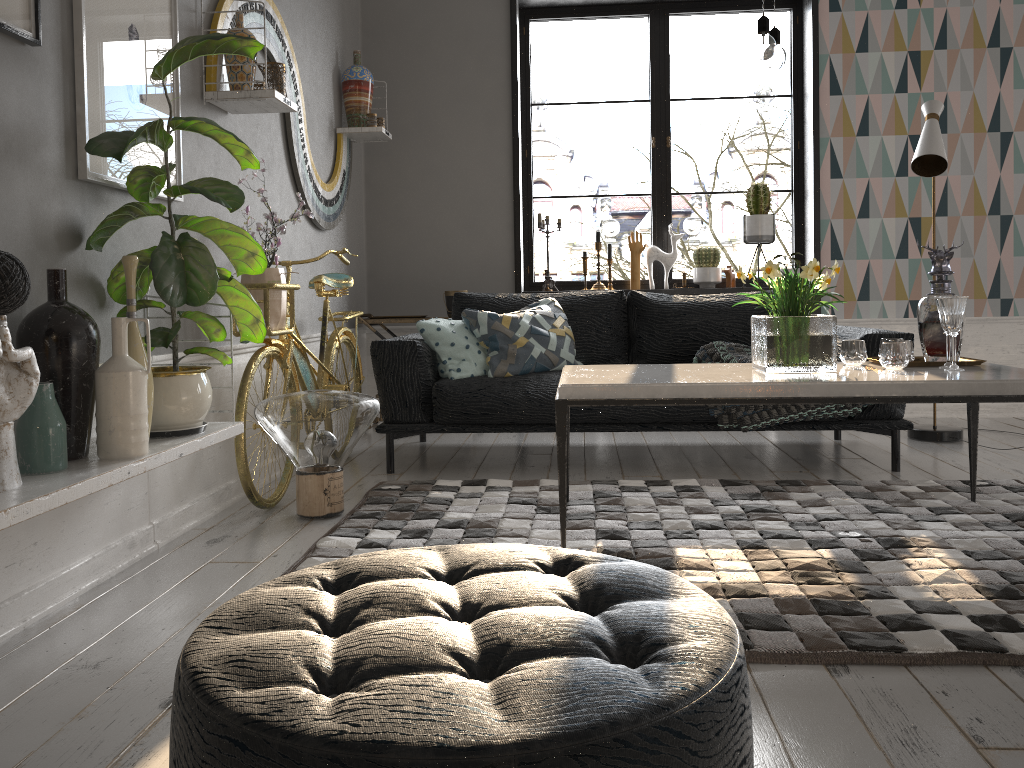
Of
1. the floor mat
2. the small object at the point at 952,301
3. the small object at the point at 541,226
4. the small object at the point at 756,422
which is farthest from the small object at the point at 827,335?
the small object at the point at 541,226

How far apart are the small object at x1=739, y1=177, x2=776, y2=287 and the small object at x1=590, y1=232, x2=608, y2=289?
0.9 meters

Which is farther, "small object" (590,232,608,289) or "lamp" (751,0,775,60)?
"small object" (590,232,608,289)

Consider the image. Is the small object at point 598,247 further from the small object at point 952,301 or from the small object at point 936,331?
the small object at point 952,301

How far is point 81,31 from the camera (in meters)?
2.31

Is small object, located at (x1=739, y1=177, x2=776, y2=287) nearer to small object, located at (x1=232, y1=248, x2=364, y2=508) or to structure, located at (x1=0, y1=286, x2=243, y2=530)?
small object, located at (x1=232, y1=248, x2=364, y2=508)

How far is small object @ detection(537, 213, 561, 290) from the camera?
5.4 meters

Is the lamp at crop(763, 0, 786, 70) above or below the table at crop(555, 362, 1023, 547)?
above

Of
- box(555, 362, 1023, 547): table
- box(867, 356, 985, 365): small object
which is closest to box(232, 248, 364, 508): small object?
box(555, 362, 1023, 547): table

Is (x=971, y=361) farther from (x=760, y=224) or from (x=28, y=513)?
(x=28, y=513)
